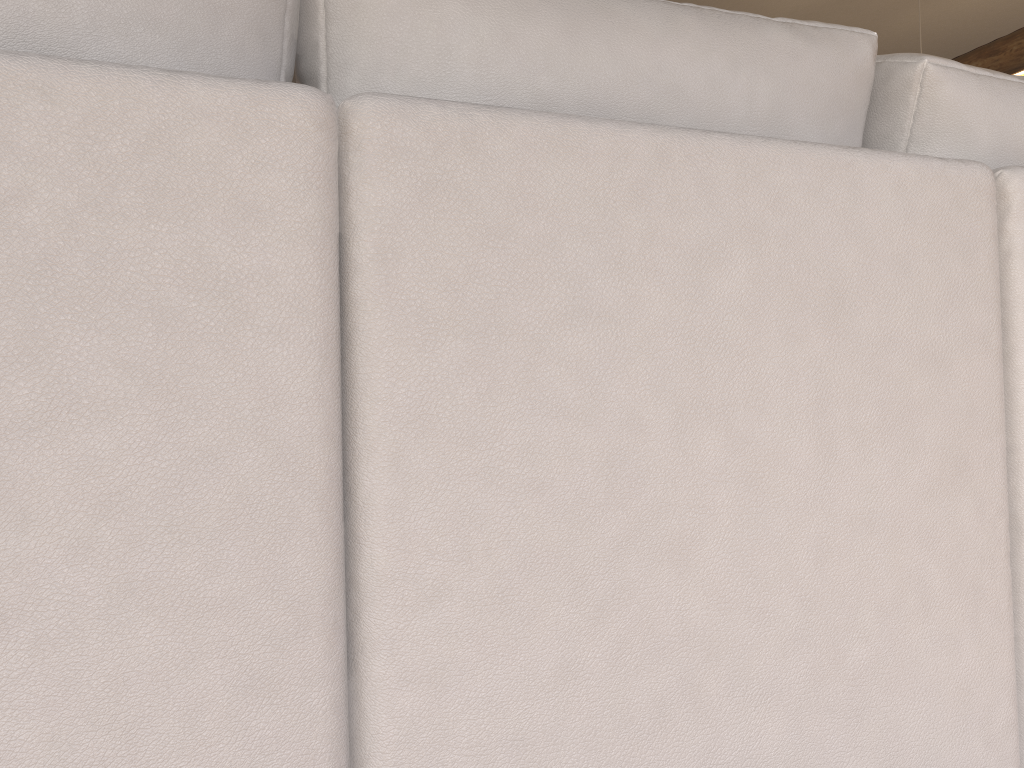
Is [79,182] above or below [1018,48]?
below

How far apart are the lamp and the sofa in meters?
3.7 m

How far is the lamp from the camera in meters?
4.1 m

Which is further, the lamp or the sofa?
the lamp

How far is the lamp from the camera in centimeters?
410cm

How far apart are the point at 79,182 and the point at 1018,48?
4.6m

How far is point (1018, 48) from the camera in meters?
4.1 m

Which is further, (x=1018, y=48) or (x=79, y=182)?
(x=1018, y=48)

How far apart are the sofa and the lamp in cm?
367

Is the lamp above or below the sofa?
above
